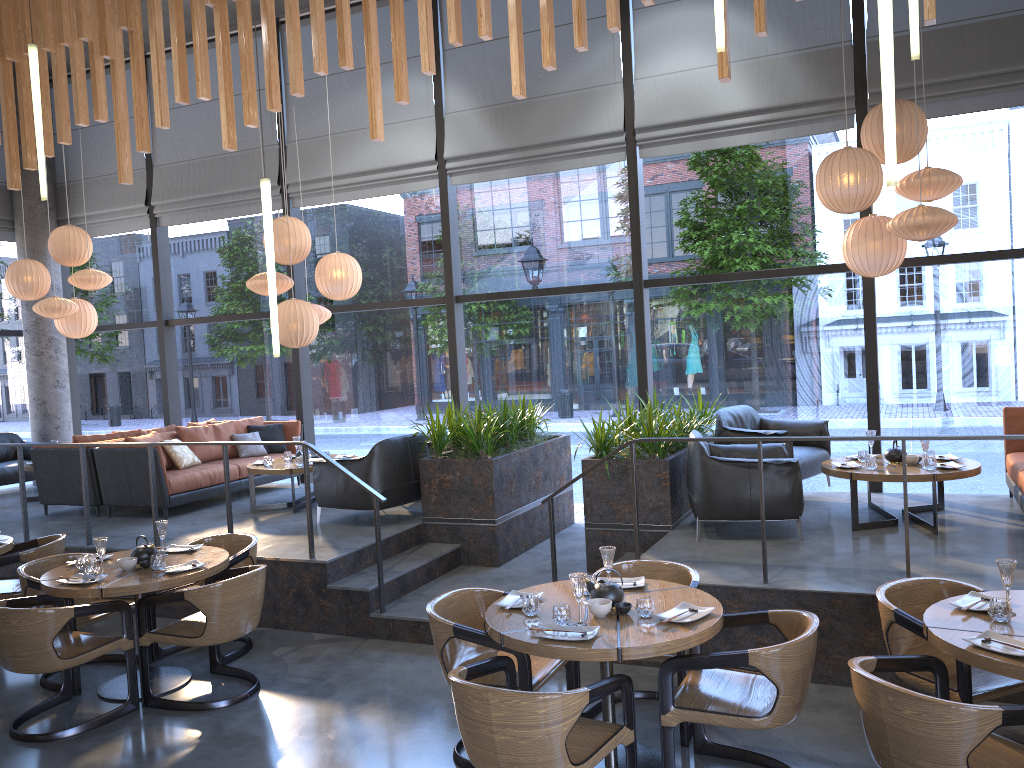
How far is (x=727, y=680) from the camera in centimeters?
402cm

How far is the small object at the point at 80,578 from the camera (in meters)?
5.22

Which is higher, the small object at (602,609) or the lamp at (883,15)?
the lamp at (883,15)

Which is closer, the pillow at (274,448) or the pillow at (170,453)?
the pillow at (170,453)

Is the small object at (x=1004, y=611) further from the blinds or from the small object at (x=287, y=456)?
the small object at (x=287, y=456)

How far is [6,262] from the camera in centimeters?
1172cm

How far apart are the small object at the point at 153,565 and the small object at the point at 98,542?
0.3m

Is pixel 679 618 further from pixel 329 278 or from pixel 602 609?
pixel 329 278

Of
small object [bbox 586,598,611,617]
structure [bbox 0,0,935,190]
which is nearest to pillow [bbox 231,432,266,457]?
structure [bbox 0,0,935,190]

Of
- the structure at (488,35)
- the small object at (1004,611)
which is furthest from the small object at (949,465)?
the structure at (488,35)
